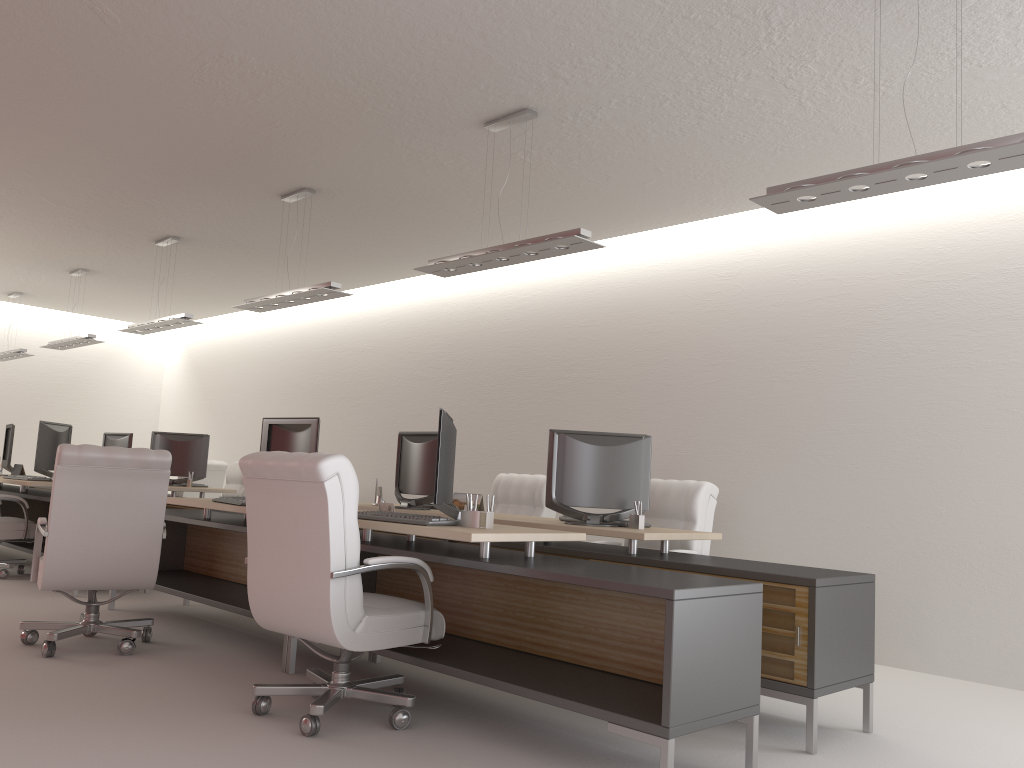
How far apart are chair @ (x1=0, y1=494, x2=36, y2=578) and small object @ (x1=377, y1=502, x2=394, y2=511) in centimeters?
642cm

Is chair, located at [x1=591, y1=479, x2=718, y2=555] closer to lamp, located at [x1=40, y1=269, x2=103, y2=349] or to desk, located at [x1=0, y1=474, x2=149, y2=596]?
desk, located at [x1=0, y1=474, x2=149, y2=596]

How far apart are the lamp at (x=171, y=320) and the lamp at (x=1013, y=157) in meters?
8.1 m

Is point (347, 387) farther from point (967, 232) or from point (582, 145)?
point (967, 232)

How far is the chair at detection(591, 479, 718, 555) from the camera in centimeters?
781cm

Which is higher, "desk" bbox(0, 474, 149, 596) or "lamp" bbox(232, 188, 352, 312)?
"lamp" bbox(232, 188, 352, 312)

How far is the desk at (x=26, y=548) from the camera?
11.10m

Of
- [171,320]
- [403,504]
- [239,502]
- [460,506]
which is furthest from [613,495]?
[171,320]

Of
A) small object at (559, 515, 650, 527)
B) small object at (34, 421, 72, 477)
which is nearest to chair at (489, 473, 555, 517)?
small object at (559, 515, 650, 527)

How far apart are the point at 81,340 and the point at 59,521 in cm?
781
